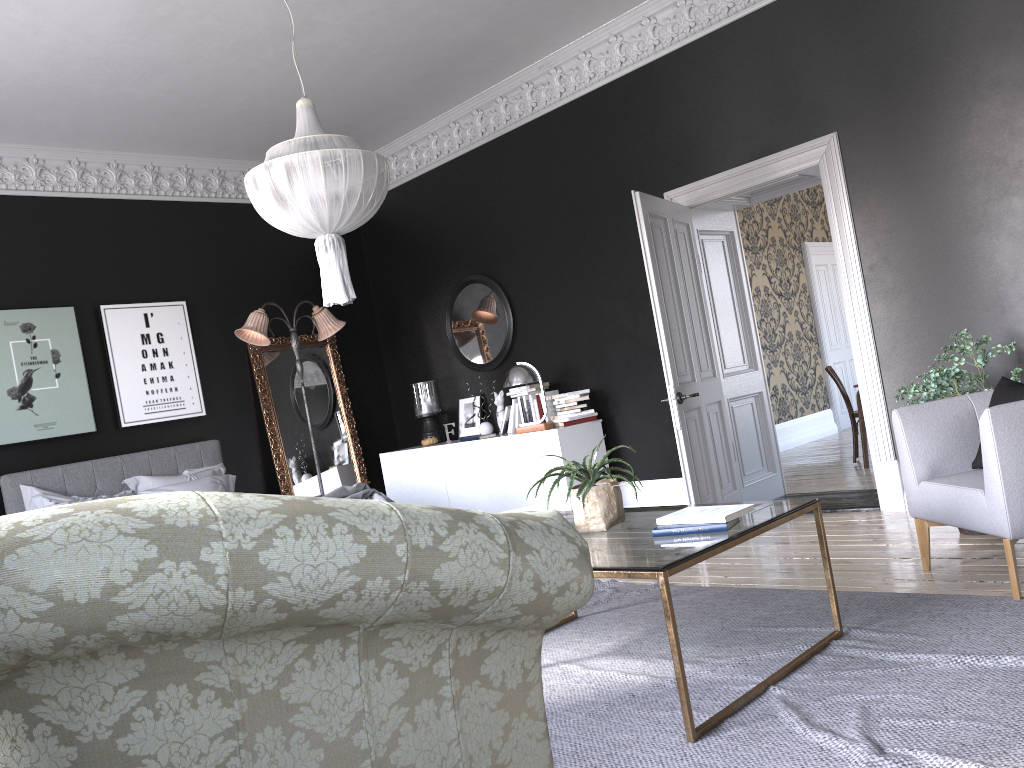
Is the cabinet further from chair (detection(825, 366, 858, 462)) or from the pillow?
chair (detection(825, 366, 858, 462))

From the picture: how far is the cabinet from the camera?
7.2 meters

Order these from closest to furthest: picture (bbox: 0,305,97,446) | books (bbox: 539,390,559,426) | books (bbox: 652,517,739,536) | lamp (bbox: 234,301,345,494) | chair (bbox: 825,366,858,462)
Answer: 1. books (bbox: 652,517,739,536)
2. picture (bbox: 0,305,97,446)
3. books (bbox: 539,390,559,426)
4. lamp (bbox: 234,301,345,494)
5. chair (bbox: 825,366,858,462)

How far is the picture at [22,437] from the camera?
6.96m

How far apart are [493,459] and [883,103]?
4.0m

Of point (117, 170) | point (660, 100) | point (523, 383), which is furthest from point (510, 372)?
point (117, 170)

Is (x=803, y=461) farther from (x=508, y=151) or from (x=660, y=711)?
(x=660, y=711)

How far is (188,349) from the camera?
8.01m

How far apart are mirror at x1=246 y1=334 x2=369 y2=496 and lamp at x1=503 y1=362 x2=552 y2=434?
2.3 meters

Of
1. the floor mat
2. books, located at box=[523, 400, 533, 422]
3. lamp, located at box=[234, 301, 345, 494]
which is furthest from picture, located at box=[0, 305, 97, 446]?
the floor mat
